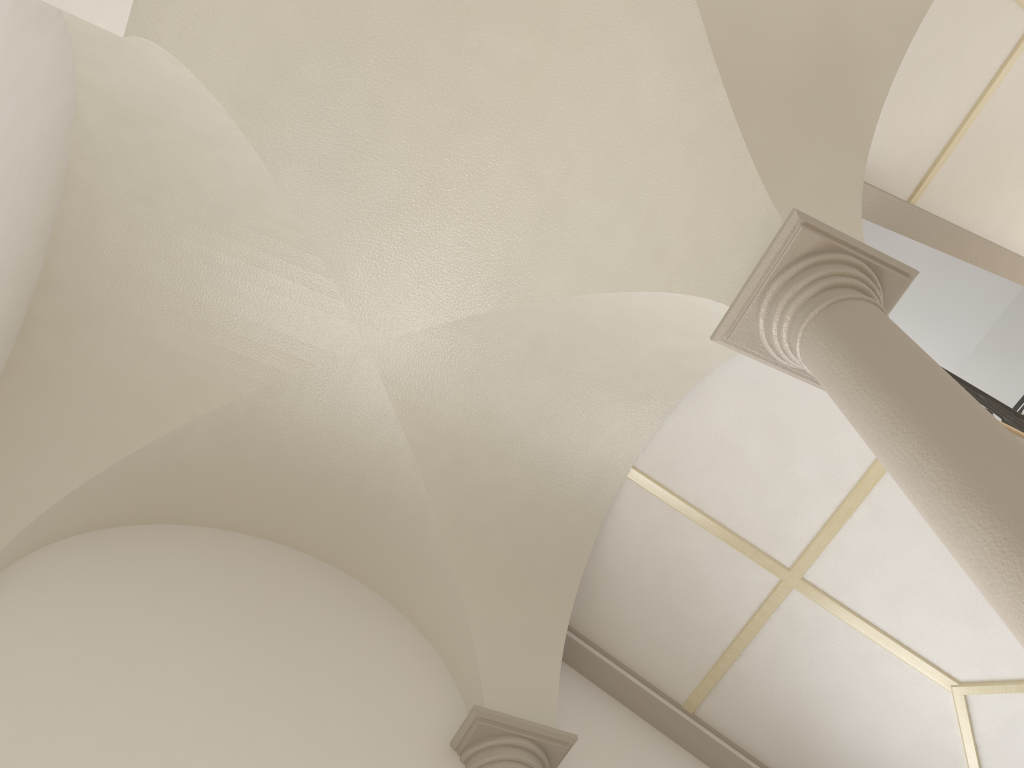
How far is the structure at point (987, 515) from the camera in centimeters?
250cm

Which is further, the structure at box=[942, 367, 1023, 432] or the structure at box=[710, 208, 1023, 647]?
the structure at box=[942, 367, 1023, 432]

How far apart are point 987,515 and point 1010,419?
4.0 meters

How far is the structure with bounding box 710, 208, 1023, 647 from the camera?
2.5 meters

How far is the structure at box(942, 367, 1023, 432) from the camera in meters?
6.0 m

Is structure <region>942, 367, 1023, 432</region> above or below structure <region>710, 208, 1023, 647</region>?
above

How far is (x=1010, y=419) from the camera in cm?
598

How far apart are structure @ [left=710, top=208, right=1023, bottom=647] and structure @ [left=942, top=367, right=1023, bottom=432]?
2.41m
